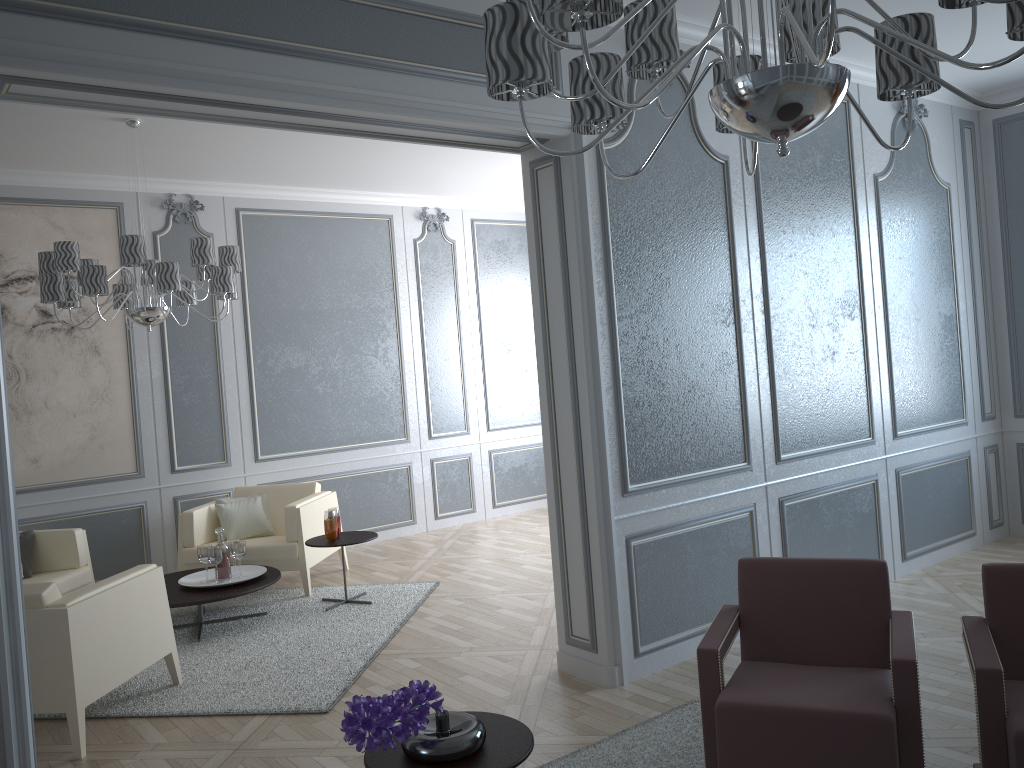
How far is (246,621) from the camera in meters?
→ 4.9

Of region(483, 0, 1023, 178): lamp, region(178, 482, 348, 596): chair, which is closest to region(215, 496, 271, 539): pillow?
region(178, 482, 348, 596): chair

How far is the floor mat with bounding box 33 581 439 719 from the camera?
3.7m

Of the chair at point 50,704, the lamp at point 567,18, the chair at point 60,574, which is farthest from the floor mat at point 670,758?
the chair at point 60,574

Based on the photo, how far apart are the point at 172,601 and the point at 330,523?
0.94m

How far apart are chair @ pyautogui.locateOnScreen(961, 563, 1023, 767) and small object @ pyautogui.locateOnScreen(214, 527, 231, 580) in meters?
Answer: 3.7

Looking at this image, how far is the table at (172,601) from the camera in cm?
452

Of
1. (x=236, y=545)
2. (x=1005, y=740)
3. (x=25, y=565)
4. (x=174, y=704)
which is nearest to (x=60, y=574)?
(x=25, y=565)

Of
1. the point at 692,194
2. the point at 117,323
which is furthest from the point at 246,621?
the point at 692,194

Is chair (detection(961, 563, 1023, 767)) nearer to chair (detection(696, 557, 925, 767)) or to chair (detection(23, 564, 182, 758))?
chair (detection(696, 557, 925, 767))
